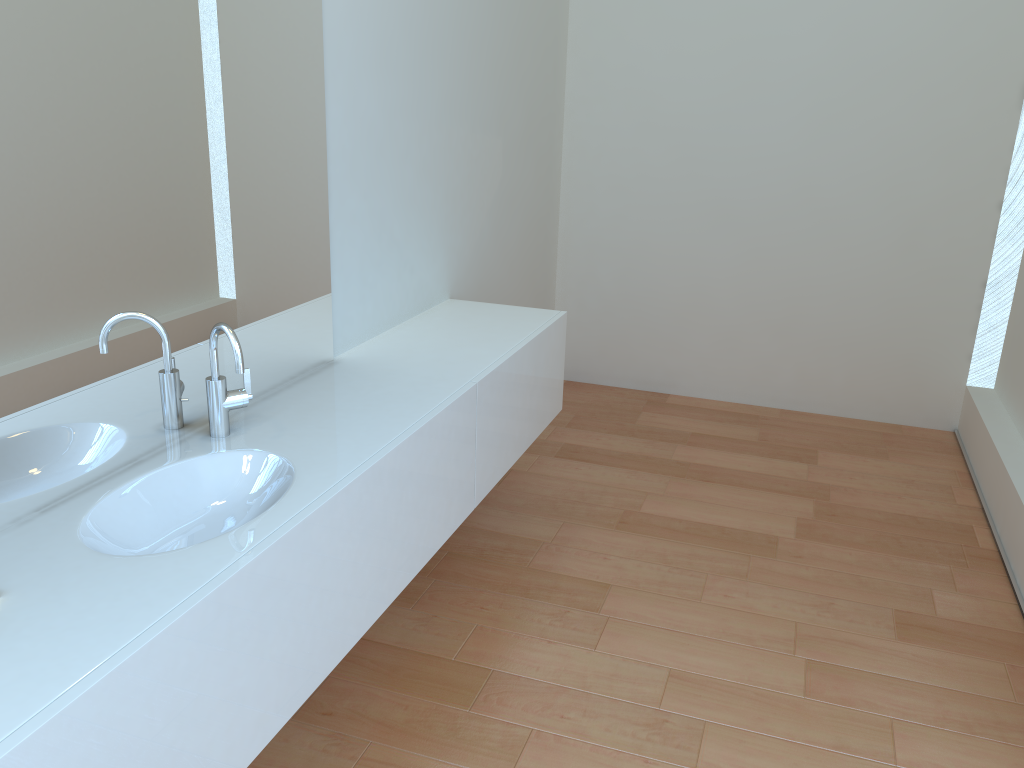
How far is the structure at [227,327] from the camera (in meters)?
1.83

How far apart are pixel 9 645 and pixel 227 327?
0.78m

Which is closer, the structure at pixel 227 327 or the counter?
the counter

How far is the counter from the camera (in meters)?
1.22

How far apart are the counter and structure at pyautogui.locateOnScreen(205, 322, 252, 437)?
0.0 meters

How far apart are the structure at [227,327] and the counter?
0.0m

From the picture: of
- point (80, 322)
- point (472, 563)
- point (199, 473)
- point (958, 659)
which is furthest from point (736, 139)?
point (80, 322)

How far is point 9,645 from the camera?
1.2m

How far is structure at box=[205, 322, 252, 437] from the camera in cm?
183
